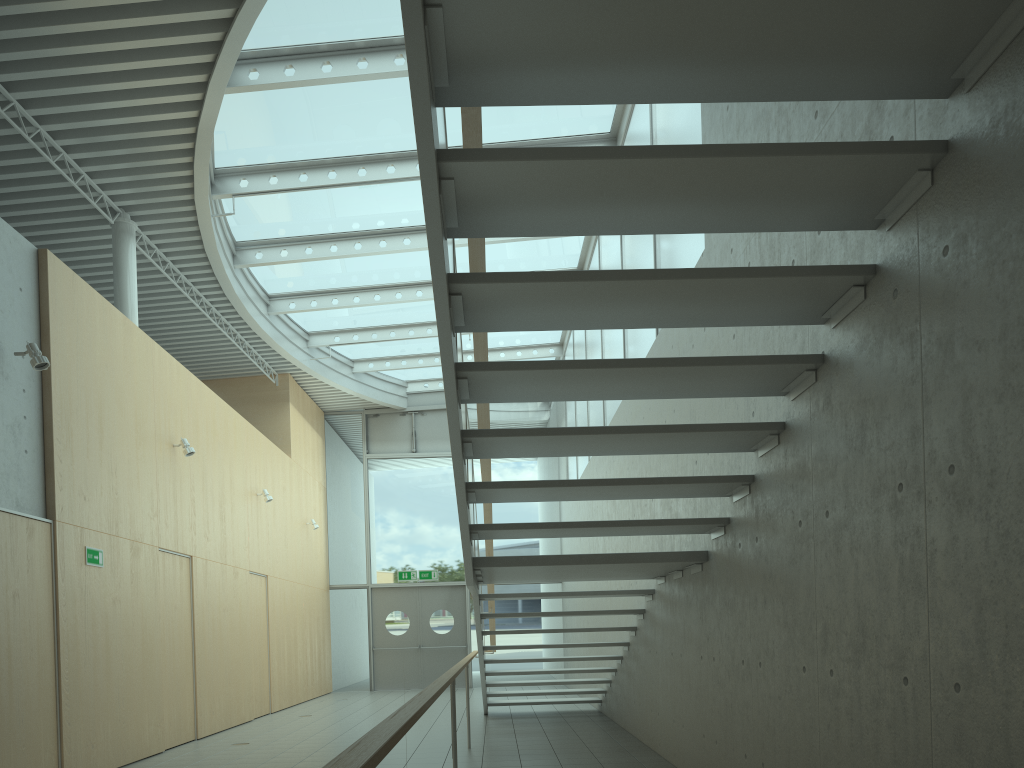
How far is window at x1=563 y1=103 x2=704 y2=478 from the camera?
6.5 meters

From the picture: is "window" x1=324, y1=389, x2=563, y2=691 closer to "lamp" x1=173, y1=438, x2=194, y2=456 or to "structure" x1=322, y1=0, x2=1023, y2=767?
"structure" x1=322, y1=0, x2=1023, y2=767

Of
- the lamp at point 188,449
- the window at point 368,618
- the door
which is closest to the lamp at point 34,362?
the lamp at point 188,449

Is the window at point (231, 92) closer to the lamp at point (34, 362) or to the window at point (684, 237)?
the window at point (684, 237)

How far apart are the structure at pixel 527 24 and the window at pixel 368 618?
7.8m

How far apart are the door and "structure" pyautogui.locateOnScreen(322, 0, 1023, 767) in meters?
7.8

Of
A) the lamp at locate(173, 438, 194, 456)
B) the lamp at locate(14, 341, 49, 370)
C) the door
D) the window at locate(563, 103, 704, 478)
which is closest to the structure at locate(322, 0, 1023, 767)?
the window at locate(563, 103, 704, 478)

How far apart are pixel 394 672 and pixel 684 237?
12.4 meters

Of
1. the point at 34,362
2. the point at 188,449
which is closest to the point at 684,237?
the point at 34,362

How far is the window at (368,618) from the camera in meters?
16.6 m
